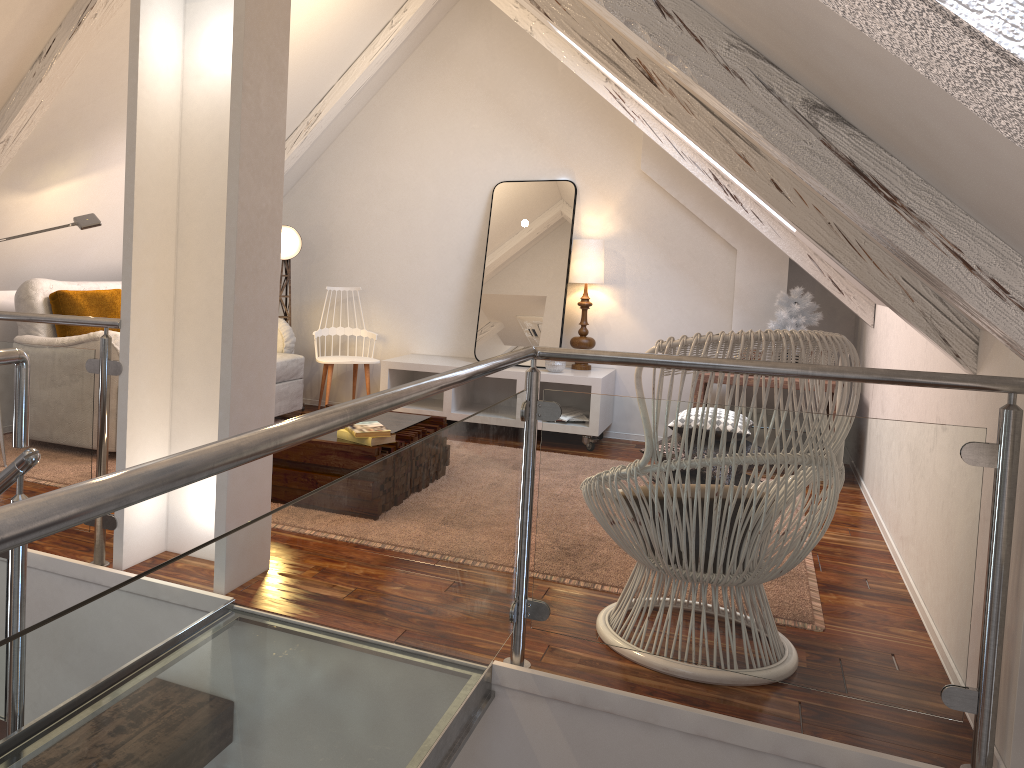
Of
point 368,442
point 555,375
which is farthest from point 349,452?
point 555,375

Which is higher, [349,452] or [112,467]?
[349,452]

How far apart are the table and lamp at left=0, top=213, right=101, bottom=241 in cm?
131

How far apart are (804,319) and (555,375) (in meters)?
1.27

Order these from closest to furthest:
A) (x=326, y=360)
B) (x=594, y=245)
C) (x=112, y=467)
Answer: (x=112, y=467) → (x=594, y=245) → (x=326, y=360)

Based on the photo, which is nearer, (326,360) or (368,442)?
(368,442)

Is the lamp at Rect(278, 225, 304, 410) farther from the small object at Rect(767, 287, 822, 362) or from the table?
the small object at Rect(767, 287, 822, 362)

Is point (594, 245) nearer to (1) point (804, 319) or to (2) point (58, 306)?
(1) point (804, 319)

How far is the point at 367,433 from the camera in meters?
3.0

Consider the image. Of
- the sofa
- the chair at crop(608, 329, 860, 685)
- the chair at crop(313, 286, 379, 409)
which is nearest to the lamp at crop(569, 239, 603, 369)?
the chair at crop(313, 286, 379, 409)
